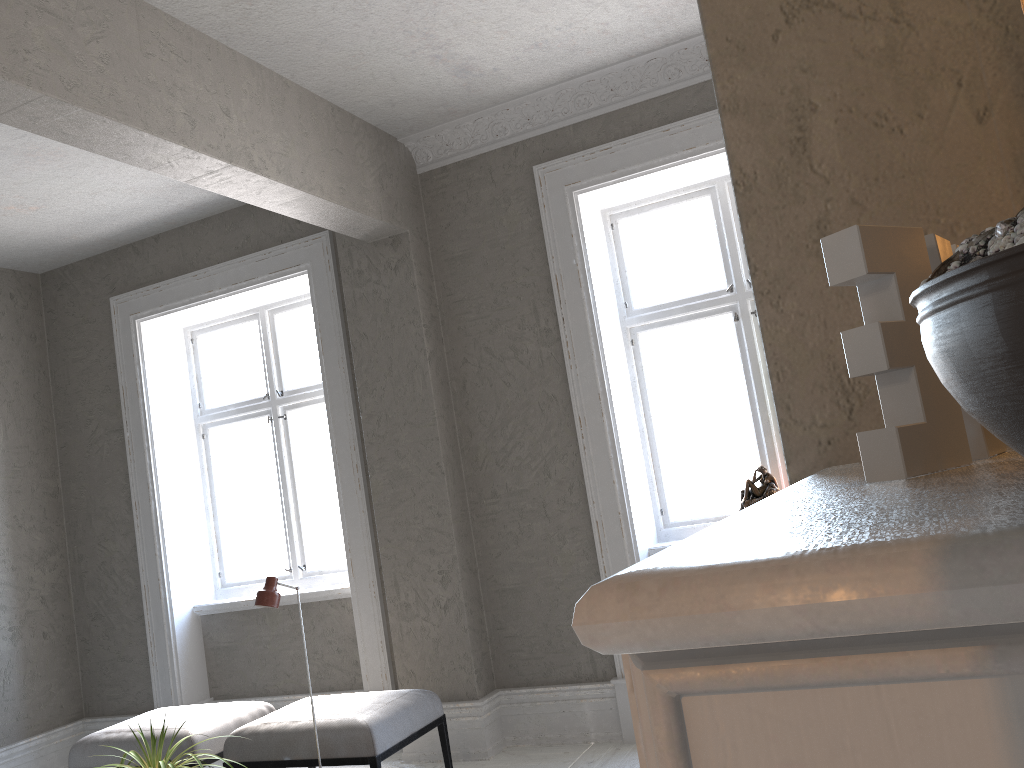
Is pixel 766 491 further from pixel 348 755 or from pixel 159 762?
pixel 159 762

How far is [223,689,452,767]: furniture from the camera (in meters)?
3.76

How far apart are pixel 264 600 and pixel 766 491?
2.4 meters

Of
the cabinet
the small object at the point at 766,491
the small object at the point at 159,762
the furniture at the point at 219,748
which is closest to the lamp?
the small object at the point at 159,762

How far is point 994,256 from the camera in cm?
28

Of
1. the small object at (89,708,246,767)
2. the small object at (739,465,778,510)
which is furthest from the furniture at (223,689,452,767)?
the small object at (739,465,778,510)

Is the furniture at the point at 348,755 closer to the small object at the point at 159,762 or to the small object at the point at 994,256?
the small object at the point at 159,762

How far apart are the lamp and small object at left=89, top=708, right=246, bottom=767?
0.65m

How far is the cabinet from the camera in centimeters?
21cm

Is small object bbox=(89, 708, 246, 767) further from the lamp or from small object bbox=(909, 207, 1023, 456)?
small object bbox=(909, 207, 1023, 456)
